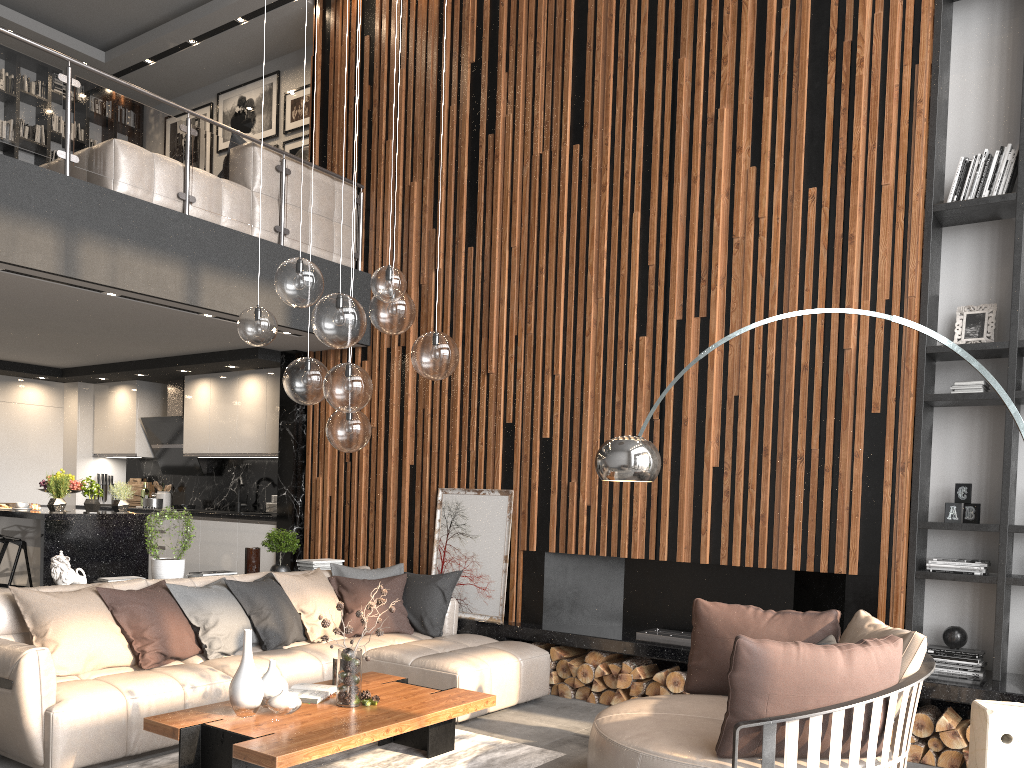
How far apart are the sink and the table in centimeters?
459cm

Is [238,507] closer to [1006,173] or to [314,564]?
[314,564]

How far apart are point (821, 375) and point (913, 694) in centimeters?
229cm

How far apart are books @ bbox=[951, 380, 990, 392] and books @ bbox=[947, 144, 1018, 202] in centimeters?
111cm

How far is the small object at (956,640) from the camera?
5.0m

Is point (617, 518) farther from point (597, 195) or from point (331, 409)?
point (331, 409)

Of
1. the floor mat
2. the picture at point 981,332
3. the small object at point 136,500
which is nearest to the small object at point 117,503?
the small object at point 136,500

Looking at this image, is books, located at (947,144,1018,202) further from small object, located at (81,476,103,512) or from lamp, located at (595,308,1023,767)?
small object, located at (81,476,103,512)

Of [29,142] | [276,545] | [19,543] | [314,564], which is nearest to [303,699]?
[276,545]

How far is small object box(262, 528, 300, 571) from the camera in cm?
650
